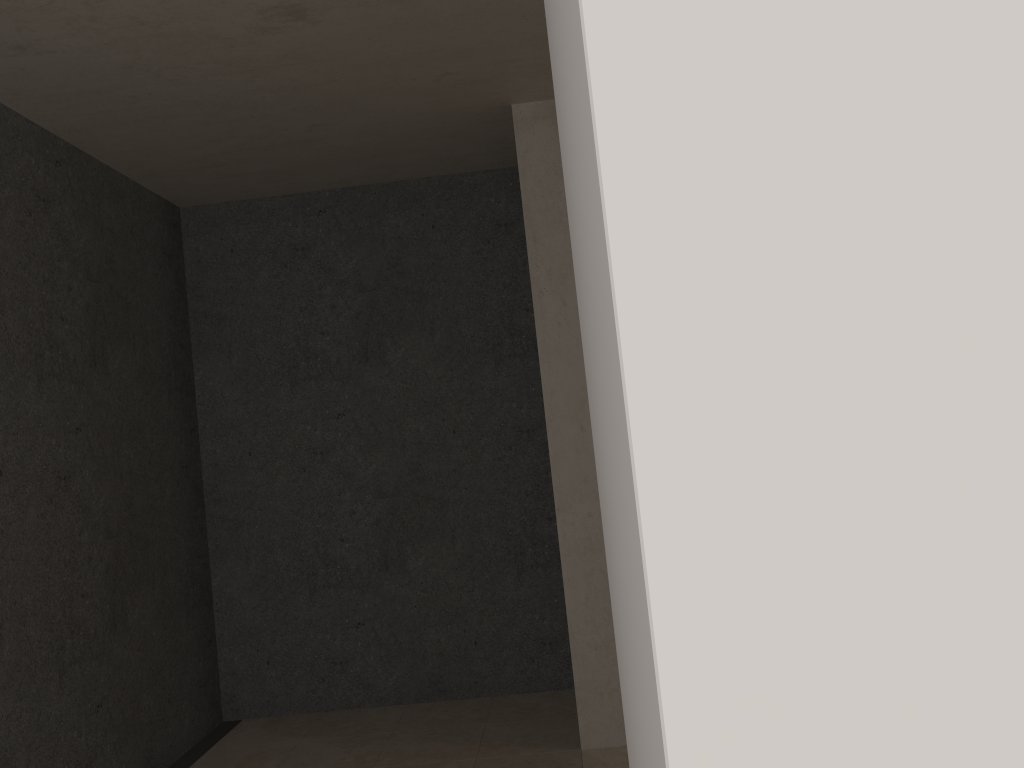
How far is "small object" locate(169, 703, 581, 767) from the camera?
3.7 meters

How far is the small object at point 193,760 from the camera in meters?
3.7 m

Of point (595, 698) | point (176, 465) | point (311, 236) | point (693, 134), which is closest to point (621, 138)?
point (693, 134)

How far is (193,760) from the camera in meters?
3.7 m
